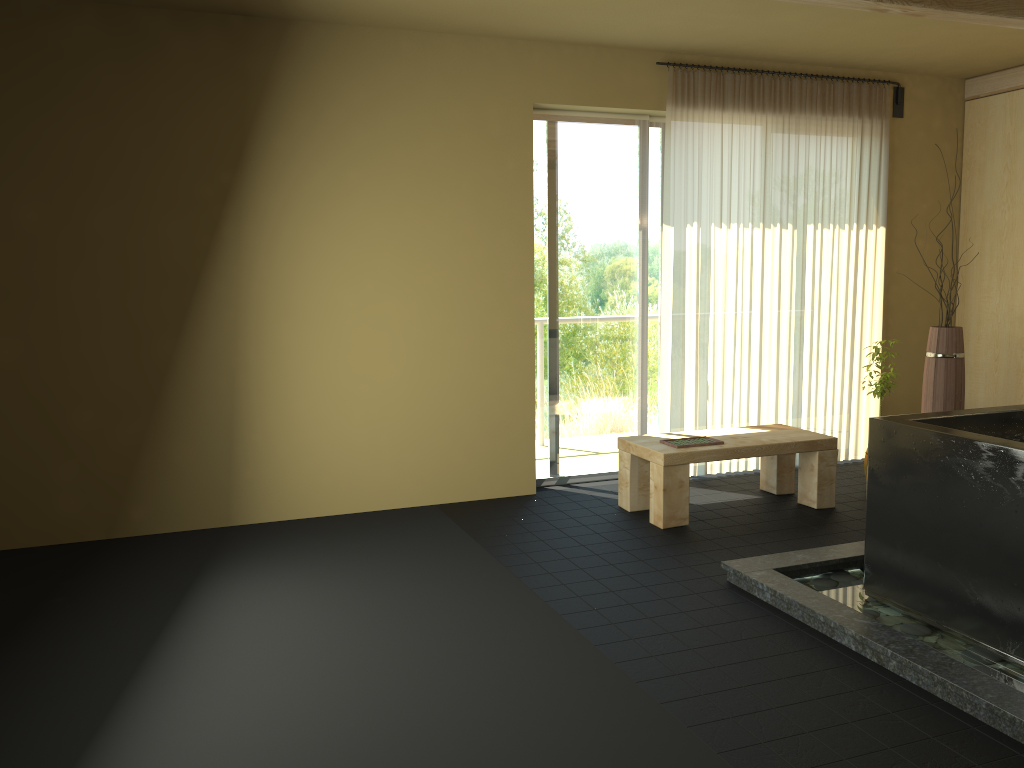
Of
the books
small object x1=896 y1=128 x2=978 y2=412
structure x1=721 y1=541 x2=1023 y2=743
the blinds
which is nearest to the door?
the blinds

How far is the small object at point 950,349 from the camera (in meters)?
5.41

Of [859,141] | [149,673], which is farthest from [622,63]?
[149,673]

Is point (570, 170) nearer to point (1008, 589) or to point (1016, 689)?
point (1008, 589)

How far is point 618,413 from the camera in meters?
5.7 m

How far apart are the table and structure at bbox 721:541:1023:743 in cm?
79

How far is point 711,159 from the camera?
5.5m

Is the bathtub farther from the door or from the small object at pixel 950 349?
the door

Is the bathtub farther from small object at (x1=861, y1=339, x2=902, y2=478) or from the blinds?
the blinds

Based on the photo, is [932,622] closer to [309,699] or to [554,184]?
[309,699]
